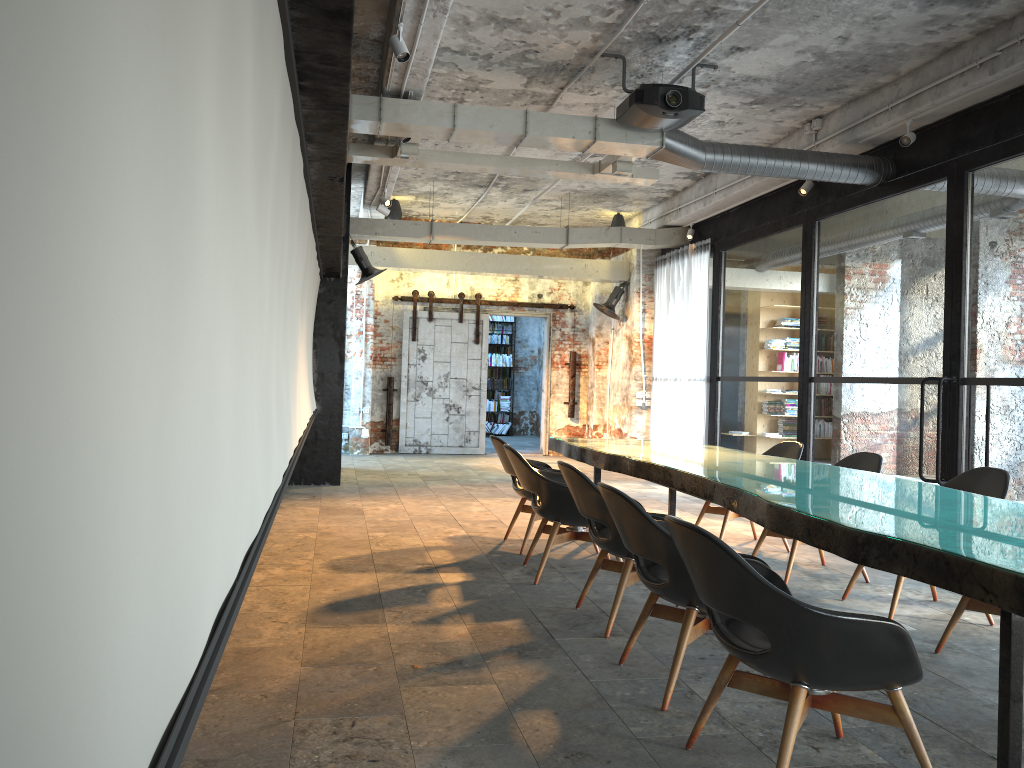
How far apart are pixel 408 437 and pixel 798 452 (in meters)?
8.64

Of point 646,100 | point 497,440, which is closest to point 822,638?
point 497,440

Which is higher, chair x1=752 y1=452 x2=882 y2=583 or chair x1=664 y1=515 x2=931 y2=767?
chair x1=752 y1=452 x2=882 y2=583

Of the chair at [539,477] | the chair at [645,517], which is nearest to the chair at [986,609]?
the chair at [645,517]

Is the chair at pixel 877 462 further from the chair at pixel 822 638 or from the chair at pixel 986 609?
the chair at pixel 822 638

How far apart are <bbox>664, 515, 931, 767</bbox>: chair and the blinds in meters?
8.5 m

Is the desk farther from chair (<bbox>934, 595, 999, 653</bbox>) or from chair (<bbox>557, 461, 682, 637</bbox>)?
chair (<bbox>934, 595, 999, 653</bbox>)

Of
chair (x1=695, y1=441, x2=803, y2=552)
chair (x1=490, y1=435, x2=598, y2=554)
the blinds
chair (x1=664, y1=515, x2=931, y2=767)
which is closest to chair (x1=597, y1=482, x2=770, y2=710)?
chair (x1=664, y1=515, x2=931, y2=767)

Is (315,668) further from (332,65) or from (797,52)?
(797,52)

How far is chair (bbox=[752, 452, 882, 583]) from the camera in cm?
600
